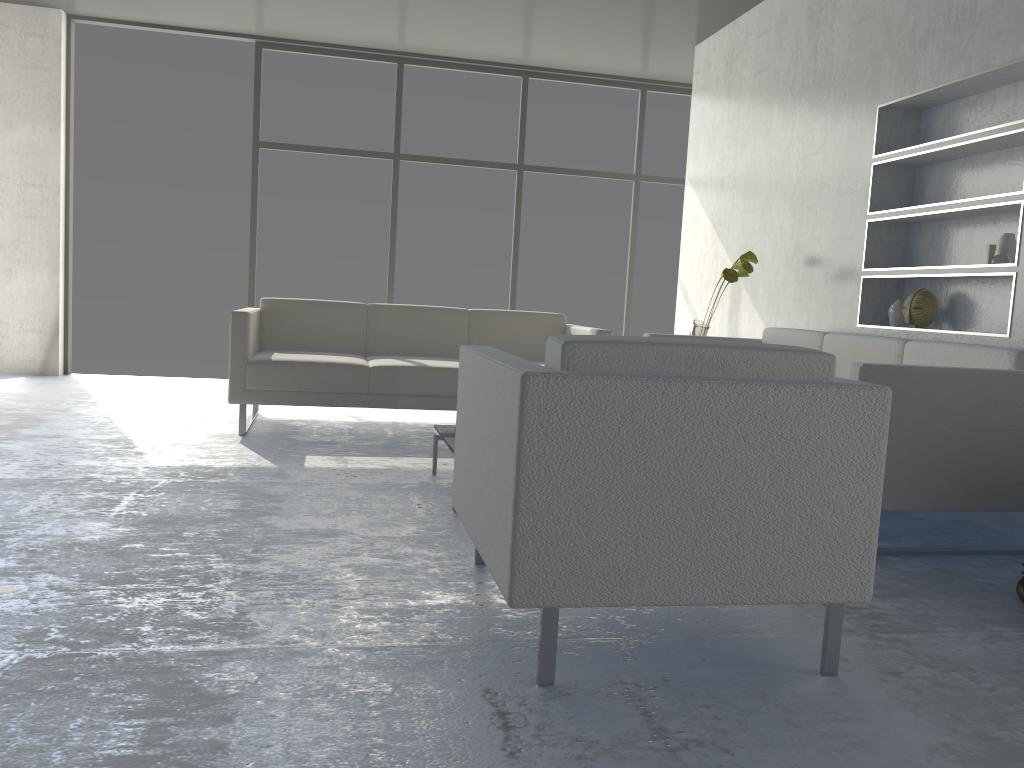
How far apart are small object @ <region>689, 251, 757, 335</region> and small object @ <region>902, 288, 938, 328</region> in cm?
88

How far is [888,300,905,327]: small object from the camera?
3.9m

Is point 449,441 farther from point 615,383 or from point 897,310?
point 897,310

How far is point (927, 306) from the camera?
3.7m

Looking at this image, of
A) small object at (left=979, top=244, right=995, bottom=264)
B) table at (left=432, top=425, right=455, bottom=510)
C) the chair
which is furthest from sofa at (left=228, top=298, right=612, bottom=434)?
the chair

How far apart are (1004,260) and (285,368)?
3.07m

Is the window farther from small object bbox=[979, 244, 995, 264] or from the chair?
the chair

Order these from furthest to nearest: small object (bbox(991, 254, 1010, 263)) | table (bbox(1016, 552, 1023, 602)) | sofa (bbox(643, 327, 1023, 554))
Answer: small object (bbox(991, 254, 1010, 263))
sofa (bbox(643, 327, 1023, 554))
table (bbox(1016, 552, 1023, 602))

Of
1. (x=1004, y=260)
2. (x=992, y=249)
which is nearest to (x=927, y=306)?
(x=992, y=249)

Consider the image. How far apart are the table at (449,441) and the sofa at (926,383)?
1.3m
